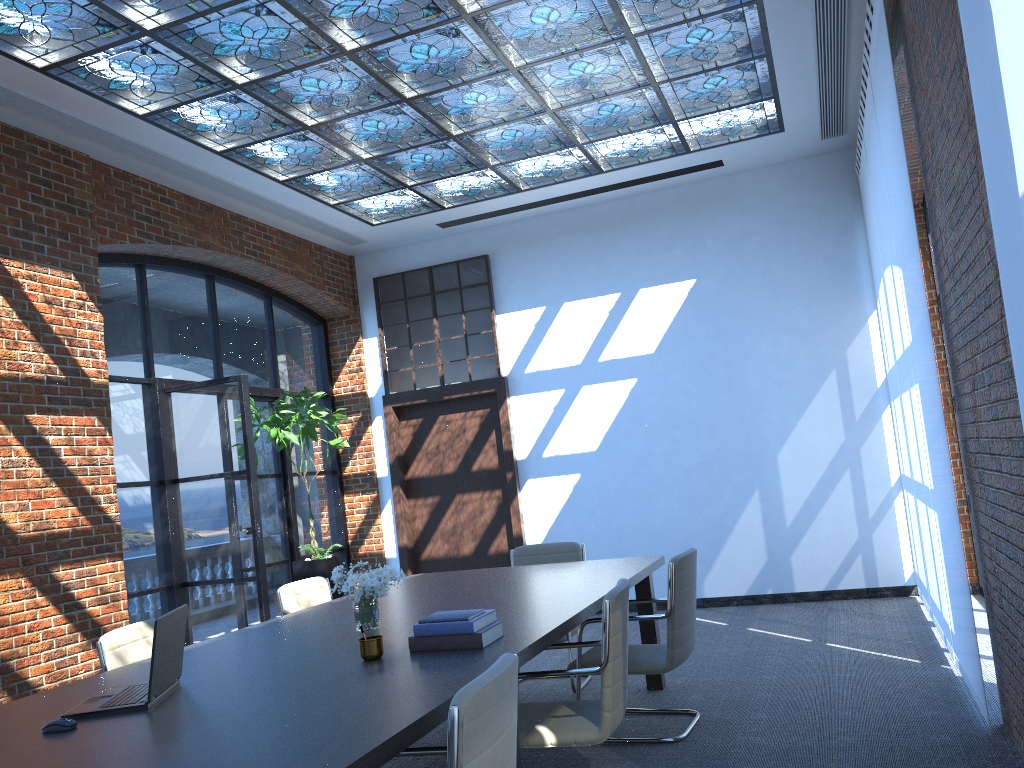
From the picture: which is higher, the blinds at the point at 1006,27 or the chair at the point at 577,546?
the blinds at the point at 1006,27

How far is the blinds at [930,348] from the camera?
4.3m

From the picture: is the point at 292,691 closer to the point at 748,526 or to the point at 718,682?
the point at 718,682

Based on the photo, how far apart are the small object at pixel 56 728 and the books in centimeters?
112cm

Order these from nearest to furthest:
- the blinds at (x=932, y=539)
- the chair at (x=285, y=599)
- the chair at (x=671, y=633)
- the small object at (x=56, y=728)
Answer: the small object at (x=56, y=728)
the chair at (x=671, y=633)
the chair at (x=285, y=599)
the blinds at (x=932, y=539)

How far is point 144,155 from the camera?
6.4m

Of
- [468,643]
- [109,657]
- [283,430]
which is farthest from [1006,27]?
[283,430]

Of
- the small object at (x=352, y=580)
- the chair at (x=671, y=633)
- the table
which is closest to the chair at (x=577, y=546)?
the table

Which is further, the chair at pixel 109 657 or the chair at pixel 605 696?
the chair at pixel 109 657

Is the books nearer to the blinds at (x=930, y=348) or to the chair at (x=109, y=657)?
the chair at (x=109, y=657)
